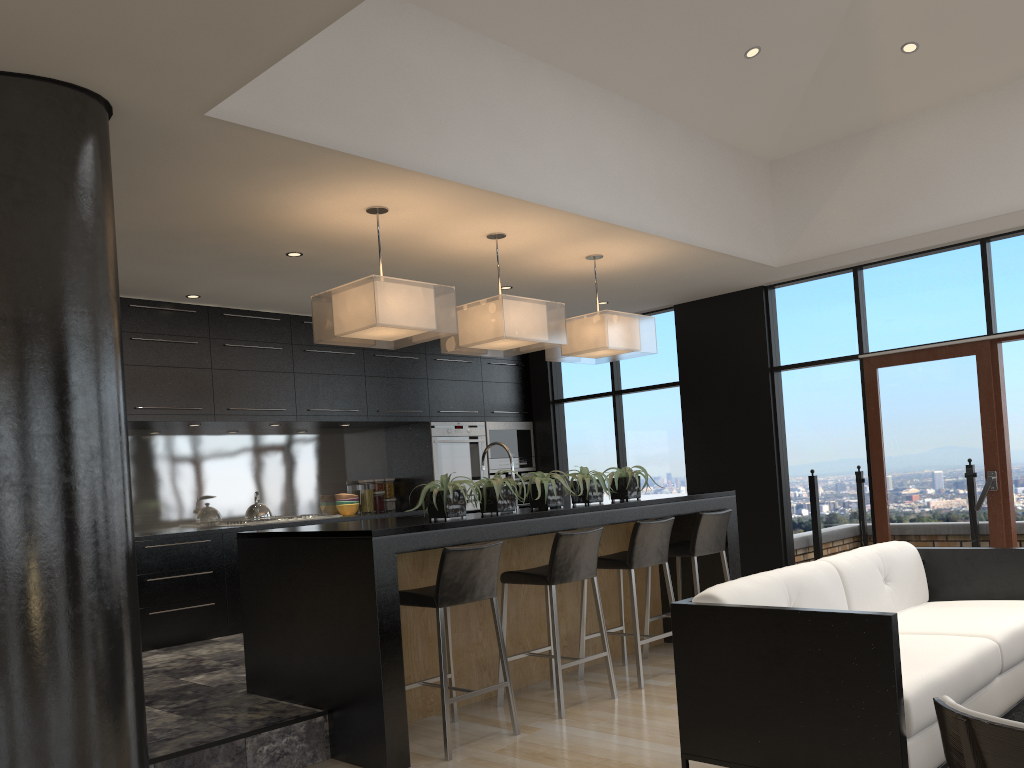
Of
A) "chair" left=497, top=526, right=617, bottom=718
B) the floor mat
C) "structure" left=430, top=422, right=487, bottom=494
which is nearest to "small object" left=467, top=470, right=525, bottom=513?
"chair" left=497, top=526, right=617, bottom=718

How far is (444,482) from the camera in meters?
4.4 m

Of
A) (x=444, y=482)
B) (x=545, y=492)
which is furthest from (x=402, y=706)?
(x=545, y=492)

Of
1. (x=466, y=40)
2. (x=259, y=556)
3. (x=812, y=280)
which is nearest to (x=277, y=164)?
(x=466, y=40)

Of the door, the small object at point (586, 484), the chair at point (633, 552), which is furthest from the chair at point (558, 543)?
the door

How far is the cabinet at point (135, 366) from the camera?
6.31m

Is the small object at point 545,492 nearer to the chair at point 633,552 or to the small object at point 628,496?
the chair at point 633,552

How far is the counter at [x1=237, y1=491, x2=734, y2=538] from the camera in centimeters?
394cm

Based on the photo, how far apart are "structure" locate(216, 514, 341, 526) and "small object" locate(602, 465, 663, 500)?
2.9 meters

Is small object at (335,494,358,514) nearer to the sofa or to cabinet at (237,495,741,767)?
cabinet at (237,495,741,767)
